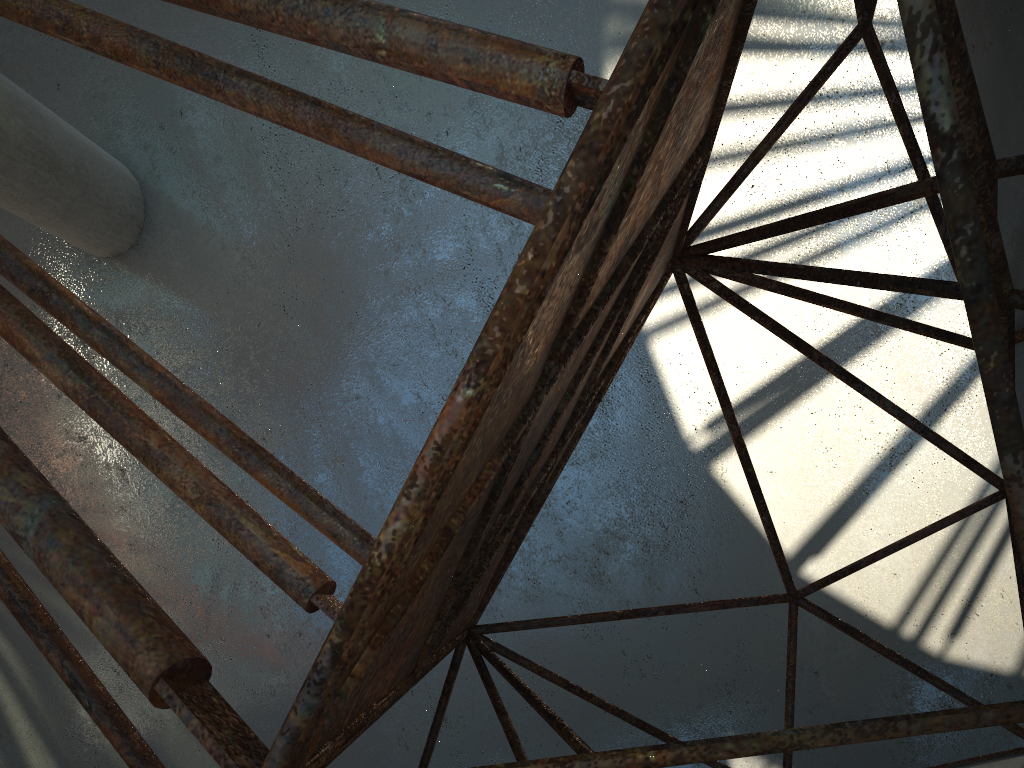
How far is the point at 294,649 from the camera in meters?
19.1
